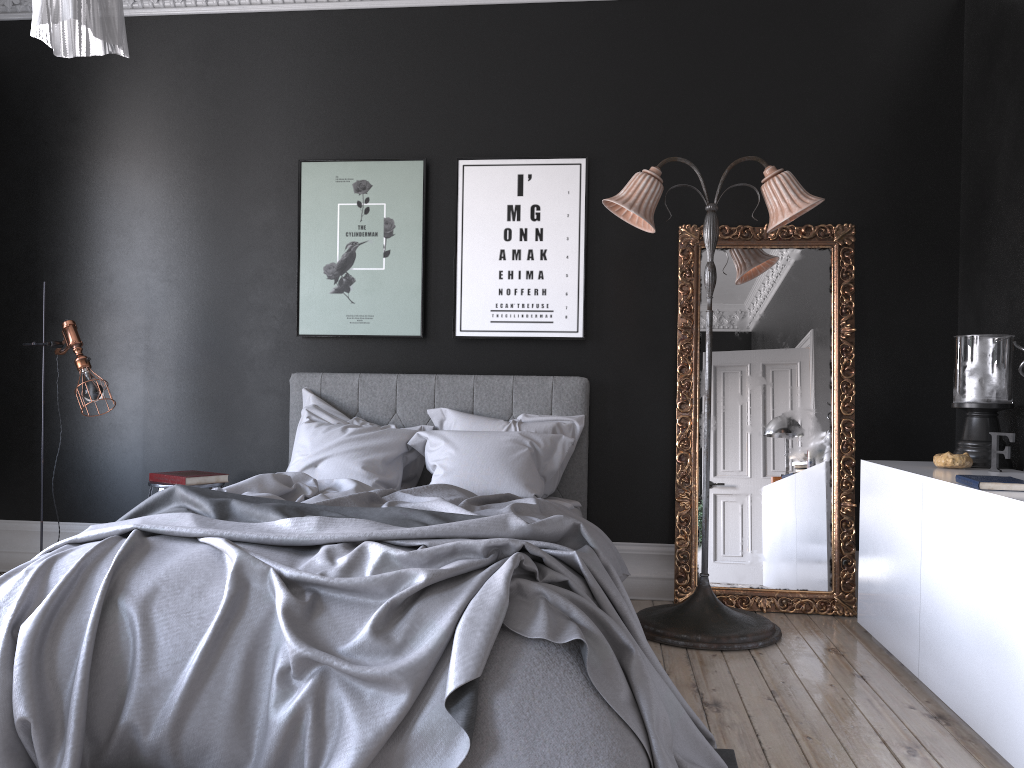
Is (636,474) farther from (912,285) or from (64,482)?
(64,482)

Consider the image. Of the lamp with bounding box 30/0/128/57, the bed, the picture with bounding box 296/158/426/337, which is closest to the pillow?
the bed

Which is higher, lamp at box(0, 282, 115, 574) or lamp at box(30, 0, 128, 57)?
lamp at box(30, 0, 128, 57)

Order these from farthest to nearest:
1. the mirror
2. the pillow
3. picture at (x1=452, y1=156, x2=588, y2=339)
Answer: picture at (x1=452, y1=156, x2=588, y2=339) → the mirror → the pillow

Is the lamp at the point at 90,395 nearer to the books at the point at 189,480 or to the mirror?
the books at the point at 189,480

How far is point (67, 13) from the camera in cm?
167

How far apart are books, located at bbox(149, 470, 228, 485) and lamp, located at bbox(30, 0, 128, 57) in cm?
325

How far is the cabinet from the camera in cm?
283

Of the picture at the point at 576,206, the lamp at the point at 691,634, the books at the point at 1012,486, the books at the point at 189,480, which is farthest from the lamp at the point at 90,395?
the books at the point at 1012,486

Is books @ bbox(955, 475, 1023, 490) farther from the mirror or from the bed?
the mirror
